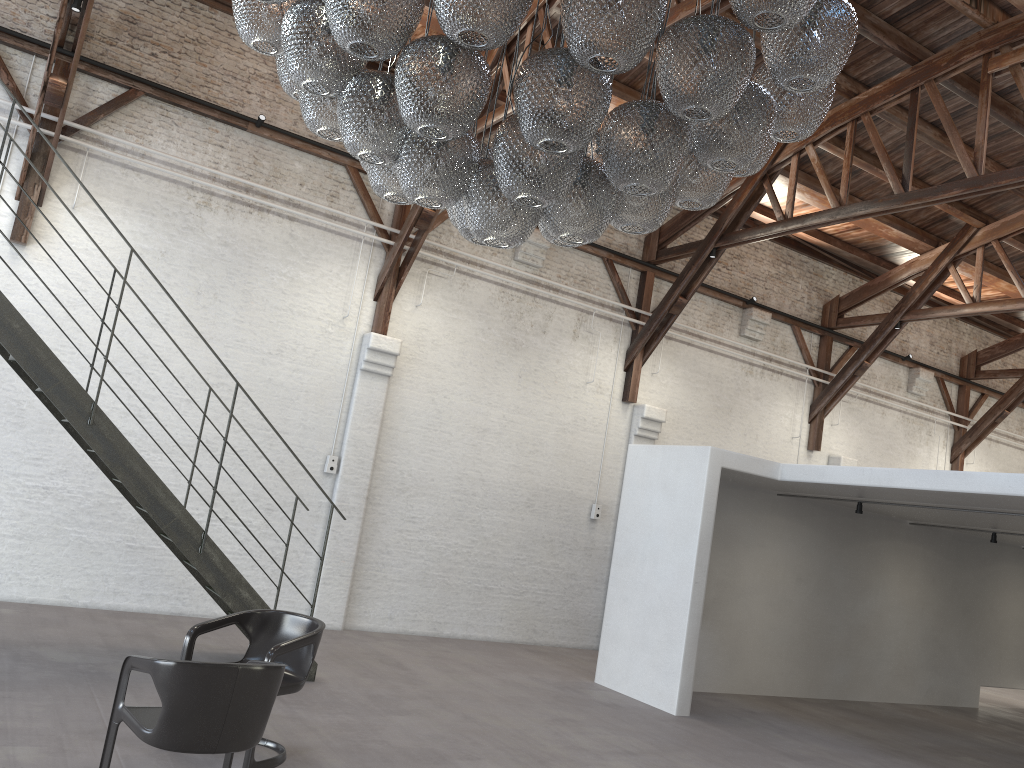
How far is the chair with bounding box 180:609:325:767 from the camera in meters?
4.8

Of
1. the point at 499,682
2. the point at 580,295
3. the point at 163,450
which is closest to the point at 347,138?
the point at 163,450

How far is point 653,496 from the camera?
9.0 meters

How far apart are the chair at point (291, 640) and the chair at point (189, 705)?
0.40m

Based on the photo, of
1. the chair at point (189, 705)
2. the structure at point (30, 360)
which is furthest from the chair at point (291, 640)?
the structure at point (30, 360)

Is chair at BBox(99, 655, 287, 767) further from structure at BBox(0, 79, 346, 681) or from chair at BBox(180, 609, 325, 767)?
structure at BBox(0, 79, 346, 681)

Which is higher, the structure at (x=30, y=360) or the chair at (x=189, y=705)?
the structure at (x=30, y=360)

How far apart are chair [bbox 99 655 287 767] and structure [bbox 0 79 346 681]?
2.6m

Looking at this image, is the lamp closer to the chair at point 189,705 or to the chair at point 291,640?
the chair at point 189,705

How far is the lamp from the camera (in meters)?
3.05
